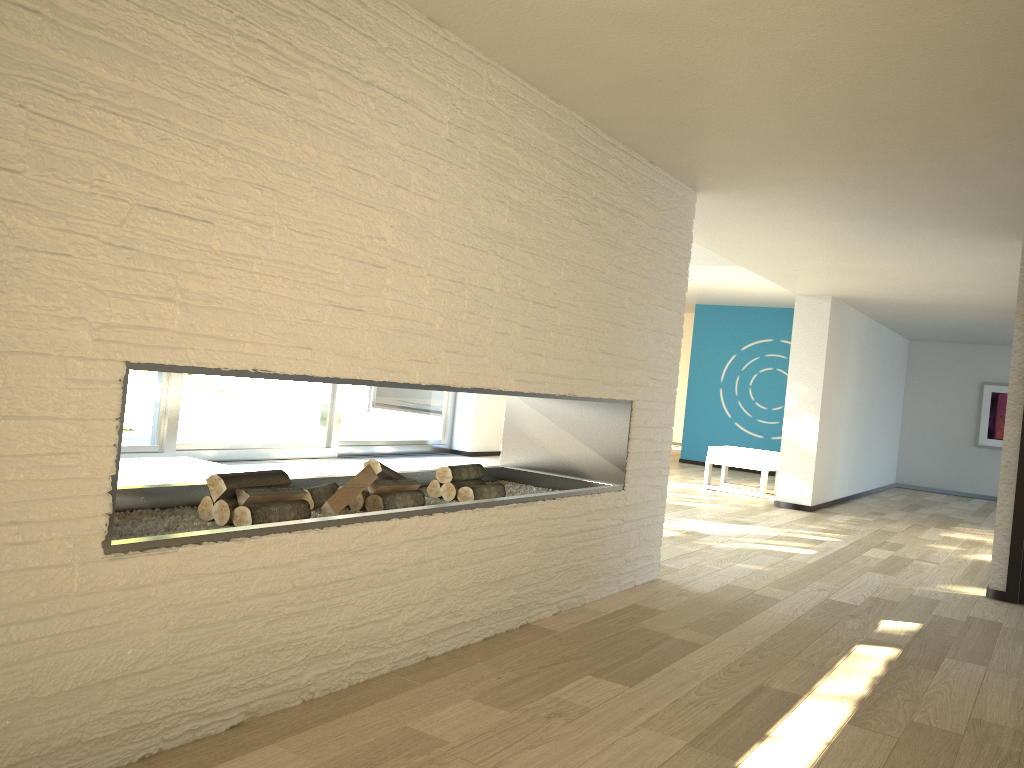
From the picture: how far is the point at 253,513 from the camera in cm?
253

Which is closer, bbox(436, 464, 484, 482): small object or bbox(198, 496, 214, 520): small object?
bbox(198, 496, 214, 520): small object

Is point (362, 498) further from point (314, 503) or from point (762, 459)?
point (762, 459)

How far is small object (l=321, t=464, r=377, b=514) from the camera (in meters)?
2.92

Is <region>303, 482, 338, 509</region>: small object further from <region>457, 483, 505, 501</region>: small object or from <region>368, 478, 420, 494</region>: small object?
<region>457, 483, 505, 501</region>: small object

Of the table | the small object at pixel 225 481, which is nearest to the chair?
the table

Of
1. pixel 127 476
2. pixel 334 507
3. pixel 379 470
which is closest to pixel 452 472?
pixel 379 470

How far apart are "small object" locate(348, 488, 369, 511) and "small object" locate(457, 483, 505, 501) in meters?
0.5

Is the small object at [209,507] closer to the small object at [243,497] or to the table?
the small object at [243,497]

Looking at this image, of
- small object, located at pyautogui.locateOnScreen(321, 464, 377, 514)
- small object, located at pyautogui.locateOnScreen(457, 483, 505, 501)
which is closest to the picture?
small object, located at pyautogui.locateOnScreen(457, 483, 505, 501)
